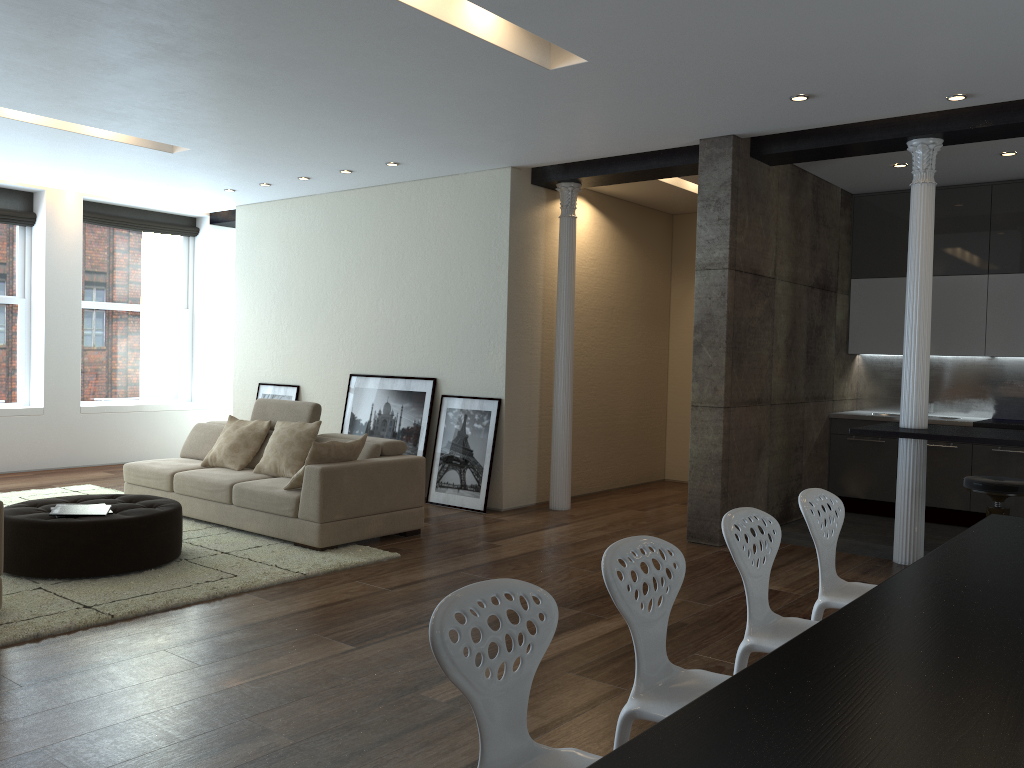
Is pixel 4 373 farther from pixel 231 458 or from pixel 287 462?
pixel 287 462

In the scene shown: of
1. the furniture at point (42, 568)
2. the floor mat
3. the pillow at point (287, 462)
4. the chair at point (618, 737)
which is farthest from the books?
the chair at point (618, 737)

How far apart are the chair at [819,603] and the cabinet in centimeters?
438cm

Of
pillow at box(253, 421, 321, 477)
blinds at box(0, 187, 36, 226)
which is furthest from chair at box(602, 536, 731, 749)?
blinds at box(0, 187, 36, 226)

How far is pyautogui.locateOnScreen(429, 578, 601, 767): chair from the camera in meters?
1.9 m

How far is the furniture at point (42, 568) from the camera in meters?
5.0

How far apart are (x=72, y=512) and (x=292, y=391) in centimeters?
439cm

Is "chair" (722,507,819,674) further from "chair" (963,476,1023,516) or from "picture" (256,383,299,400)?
"picture" (256,383,299,400)

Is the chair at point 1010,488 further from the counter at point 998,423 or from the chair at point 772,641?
the chair at point 772,641

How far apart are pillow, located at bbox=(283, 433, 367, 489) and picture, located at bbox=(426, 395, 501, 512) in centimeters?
165cm
